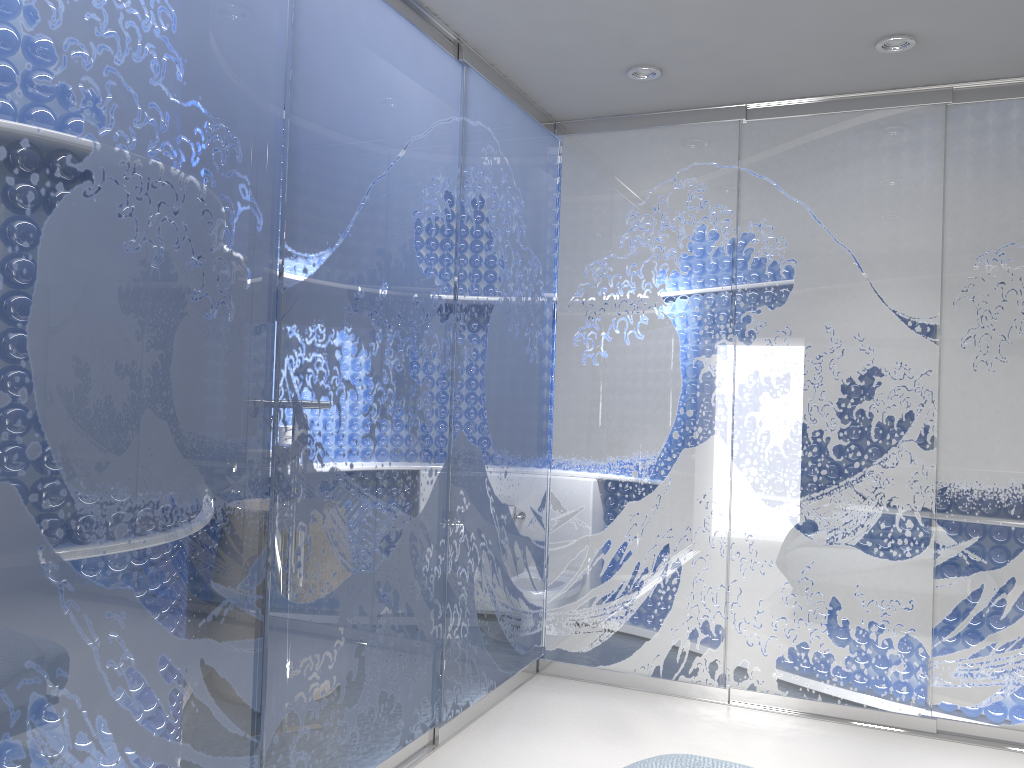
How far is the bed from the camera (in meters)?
2.06

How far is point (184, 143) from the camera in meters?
2.2

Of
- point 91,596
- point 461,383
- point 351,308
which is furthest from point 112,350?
point 461,383

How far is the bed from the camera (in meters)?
2.06

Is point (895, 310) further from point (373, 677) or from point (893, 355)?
point (373, 677)
